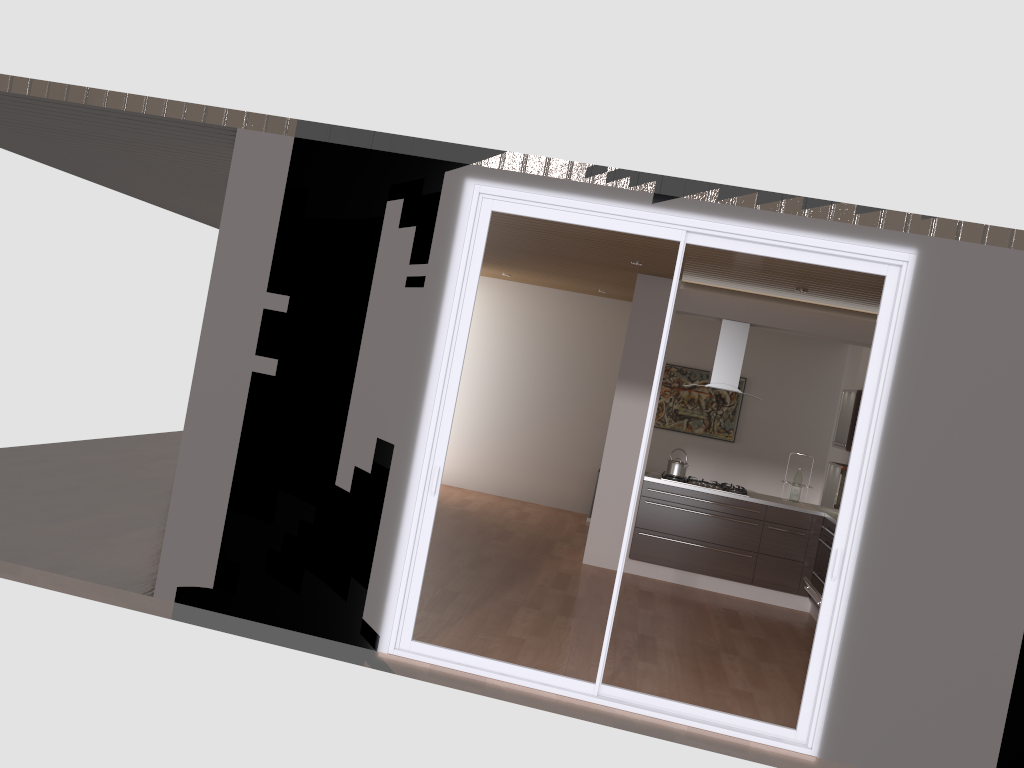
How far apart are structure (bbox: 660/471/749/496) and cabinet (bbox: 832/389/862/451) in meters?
1.2

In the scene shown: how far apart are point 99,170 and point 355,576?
5.14m

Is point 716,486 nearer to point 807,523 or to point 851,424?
point 807,523

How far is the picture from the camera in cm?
1081

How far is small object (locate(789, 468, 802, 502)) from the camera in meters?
8.1

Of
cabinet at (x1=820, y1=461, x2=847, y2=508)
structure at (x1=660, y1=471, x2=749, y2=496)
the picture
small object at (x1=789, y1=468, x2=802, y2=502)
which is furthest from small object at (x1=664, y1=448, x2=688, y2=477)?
the picture

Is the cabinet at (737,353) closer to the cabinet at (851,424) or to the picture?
the cabinet at (851,424)

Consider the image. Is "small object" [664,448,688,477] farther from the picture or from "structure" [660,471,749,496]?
the picture

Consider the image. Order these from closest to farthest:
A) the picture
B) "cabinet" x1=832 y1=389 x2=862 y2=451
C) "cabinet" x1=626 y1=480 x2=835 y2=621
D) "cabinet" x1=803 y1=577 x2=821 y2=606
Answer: "cabinet" x1=803 y1=577 x2=821 y2=606, "cabinet" x1=626 y1=480 x2=835 y2=621, "cabinet" x1=832 y1=389 x2=862 y2=451, the picture

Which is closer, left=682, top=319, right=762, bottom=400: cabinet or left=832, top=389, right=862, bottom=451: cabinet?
left=682, top=319, right=762, bottom=400: cabinet
